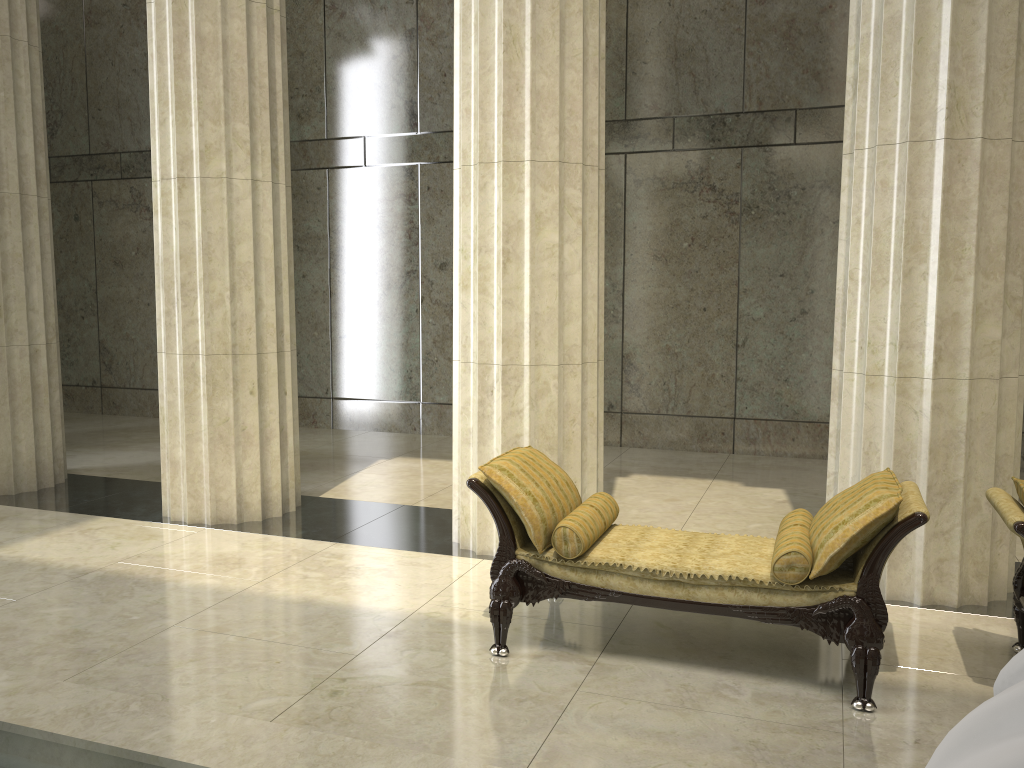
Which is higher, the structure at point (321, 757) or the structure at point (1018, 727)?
the structure at point (1018, 727)

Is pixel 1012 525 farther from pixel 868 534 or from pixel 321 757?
pixel 321 757

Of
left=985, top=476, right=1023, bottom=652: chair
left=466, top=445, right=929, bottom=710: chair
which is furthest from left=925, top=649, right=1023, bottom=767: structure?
left=985, top=476, right=1023, bottom=652: chair

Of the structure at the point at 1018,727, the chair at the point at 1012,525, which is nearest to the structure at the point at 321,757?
the structure at the point at 1018,727

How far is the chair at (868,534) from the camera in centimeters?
387cm

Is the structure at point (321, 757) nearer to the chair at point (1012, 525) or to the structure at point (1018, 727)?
the structure at point (1018, 727)

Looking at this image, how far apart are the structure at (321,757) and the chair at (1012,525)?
2.5m

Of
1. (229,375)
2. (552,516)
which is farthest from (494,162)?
(229,375)

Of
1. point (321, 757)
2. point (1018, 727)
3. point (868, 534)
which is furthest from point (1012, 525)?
point (1018, 727)

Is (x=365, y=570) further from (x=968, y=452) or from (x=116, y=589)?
(x=968, y=452)
